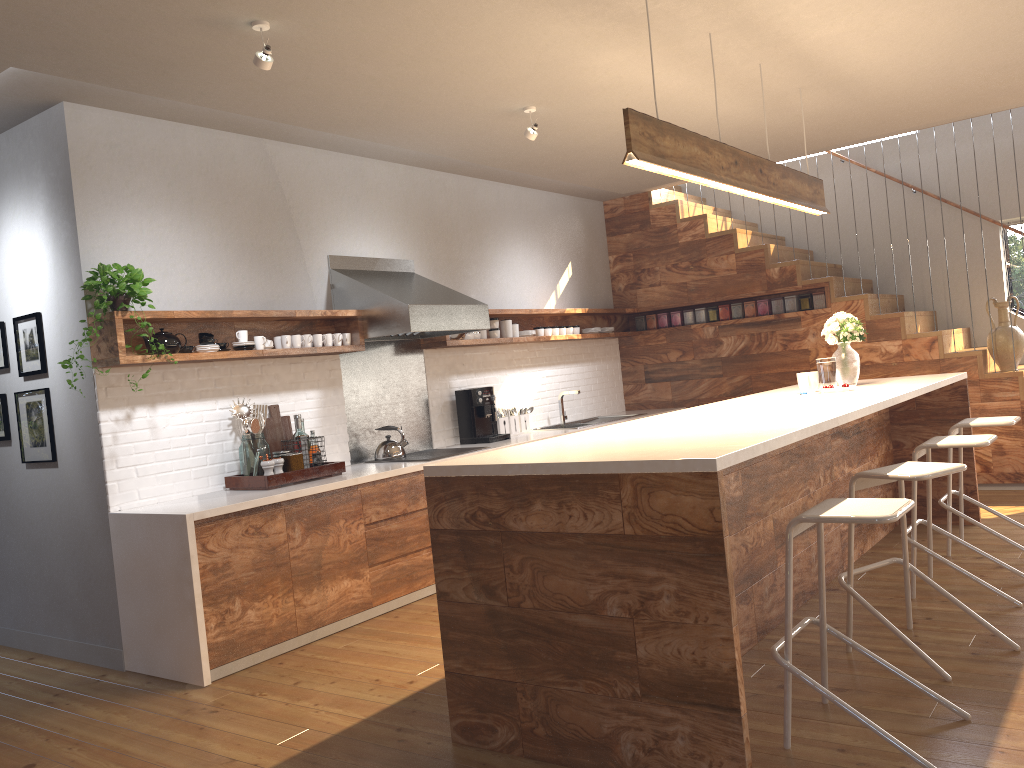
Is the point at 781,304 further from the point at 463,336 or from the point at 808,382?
the point at 463,336

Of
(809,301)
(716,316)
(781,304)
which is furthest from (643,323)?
(809,301)

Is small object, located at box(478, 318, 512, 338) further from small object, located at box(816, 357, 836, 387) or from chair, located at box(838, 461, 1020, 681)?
chair, located at box(838, 461, 1020, 681)

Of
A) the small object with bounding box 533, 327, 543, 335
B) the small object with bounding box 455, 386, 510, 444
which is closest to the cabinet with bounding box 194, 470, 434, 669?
the small object with bounding box 455, 386, 510, 444

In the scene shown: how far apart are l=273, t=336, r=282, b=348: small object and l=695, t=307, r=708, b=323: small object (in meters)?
4.26

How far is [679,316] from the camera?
8.2 meters

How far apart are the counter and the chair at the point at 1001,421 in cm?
262

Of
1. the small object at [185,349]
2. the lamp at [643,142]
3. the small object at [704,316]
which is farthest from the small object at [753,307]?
the small object at [185,349]

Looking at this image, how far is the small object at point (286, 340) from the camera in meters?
5.0 m

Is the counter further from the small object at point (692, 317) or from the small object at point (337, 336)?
the small object at point (692, 317)
